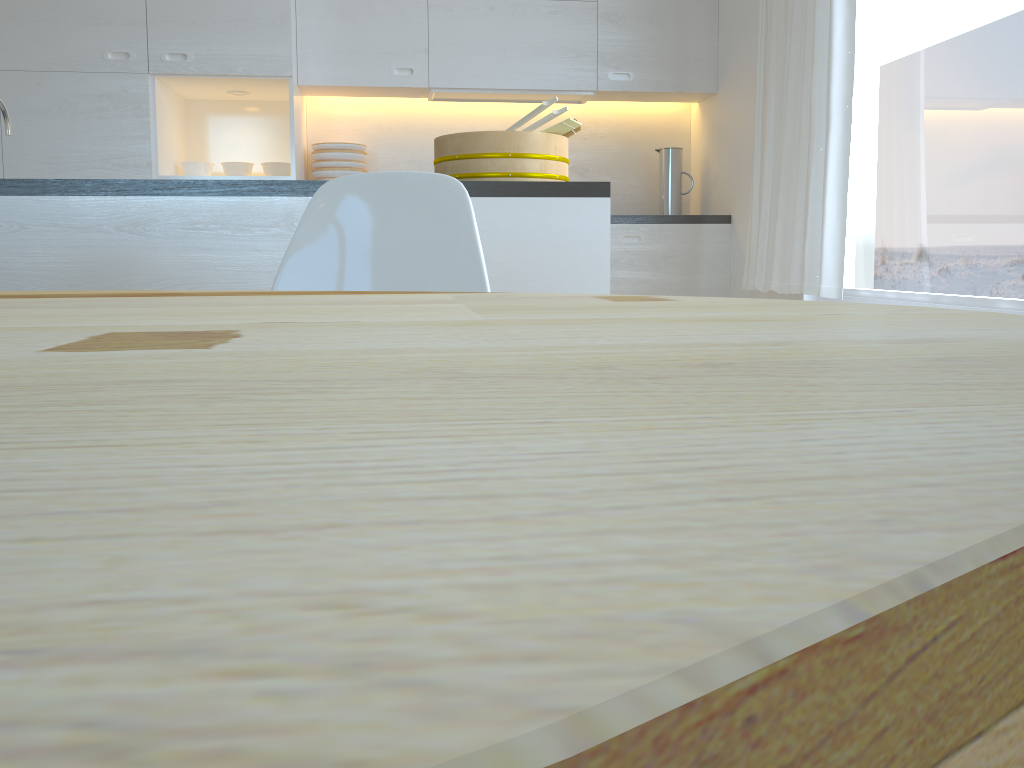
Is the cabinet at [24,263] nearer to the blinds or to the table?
the blinds

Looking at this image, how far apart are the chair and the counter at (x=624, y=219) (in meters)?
2.76

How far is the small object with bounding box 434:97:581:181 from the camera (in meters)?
2.26

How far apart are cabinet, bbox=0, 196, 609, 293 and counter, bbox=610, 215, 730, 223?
1.9 meters

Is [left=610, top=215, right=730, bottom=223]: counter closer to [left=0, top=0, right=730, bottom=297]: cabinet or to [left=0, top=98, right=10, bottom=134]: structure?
[left=0, top=0, right=730, bottom=297]: cabinet

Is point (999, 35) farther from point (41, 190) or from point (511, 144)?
point (41, 190)

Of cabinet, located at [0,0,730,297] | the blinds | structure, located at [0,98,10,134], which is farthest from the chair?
cabinet, located at [0,0,730,297]

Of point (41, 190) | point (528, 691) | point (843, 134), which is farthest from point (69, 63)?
point (528, 691)

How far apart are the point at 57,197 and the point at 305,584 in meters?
2.3 m

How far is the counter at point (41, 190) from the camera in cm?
206
